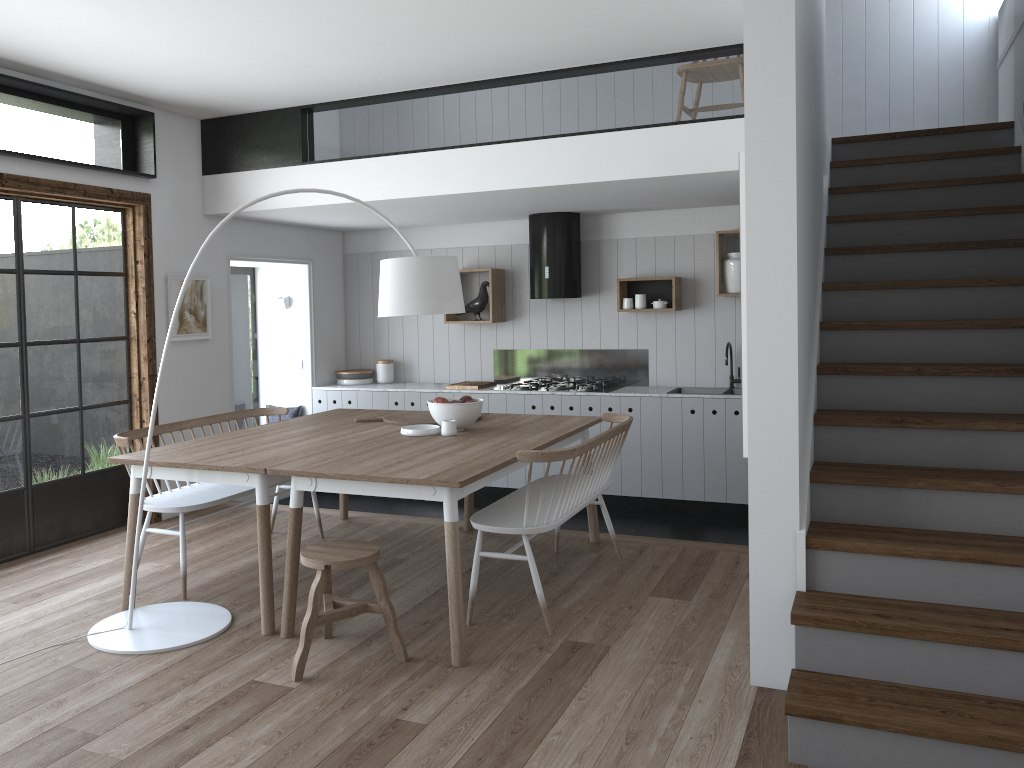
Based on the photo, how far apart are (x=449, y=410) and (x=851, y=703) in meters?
2.5 m

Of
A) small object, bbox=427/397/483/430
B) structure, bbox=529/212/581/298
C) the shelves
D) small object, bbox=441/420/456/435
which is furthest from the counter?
small object, bbox=441/420/456/435

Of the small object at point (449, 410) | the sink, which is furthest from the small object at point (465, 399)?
the sink

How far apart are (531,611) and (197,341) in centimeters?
346cm

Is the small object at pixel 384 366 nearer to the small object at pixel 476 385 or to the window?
the small object at pixel 476 385

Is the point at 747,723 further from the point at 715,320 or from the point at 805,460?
the point at 715,320

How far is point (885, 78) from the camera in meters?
6.3 m

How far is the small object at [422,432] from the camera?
4.7 meters

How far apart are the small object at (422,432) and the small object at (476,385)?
2.34m

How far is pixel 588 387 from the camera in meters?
6.9
